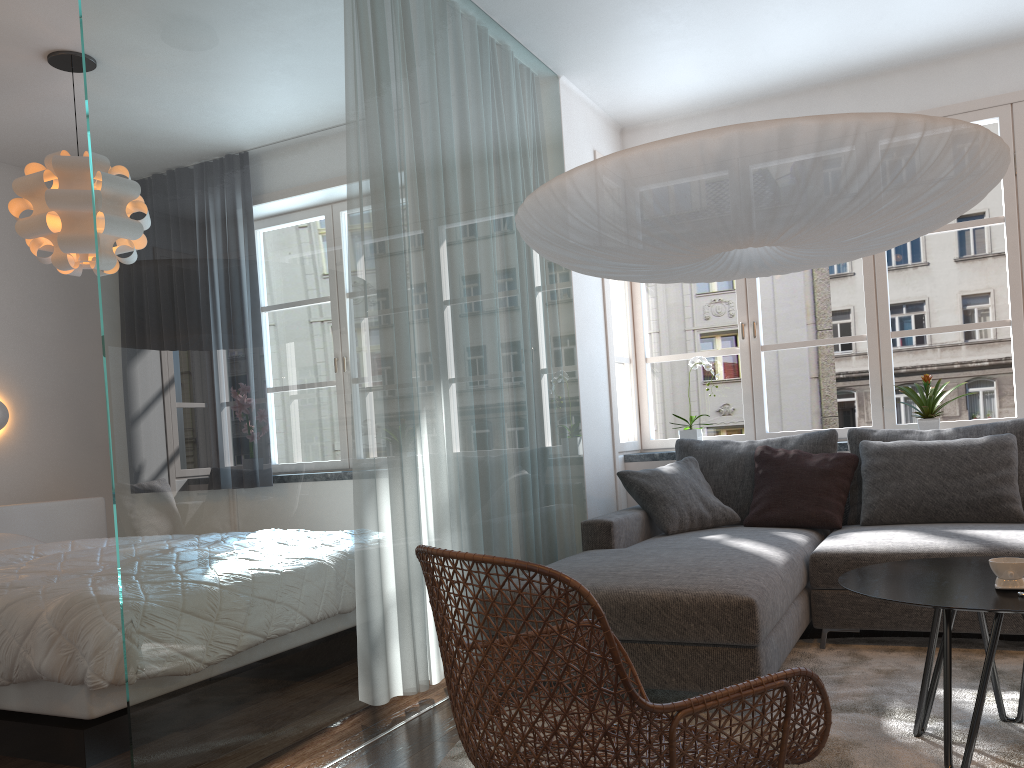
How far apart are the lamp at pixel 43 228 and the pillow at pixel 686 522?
2.6 meters

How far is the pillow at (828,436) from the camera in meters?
4.4

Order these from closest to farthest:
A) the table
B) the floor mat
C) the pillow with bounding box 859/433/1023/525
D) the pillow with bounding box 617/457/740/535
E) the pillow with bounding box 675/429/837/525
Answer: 1. the table
2. the floor mat
3. the pillow with bounding box 859/433/1023/525
4. the pillow with bounding box 617/457/740/535
5. the pillow with bounding box 675/429/837/525

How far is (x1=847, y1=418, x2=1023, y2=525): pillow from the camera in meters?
4.0

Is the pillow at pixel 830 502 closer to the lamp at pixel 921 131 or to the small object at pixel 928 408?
the small object at pixel 928 408

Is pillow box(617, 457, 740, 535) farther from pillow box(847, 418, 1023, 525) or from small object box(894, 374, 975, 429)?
small object box(894, 374, 975, 429)

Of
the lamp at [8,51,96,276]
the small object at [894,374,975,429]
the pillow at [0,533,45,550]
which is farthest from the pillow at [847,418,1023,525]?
the pillow at [0,533,45,550]

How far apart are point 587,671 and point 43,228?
3.4 meters

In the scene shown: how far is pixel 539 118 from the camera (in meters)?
4.40

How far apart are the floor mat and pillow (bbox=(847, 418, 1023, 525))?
0.71m
